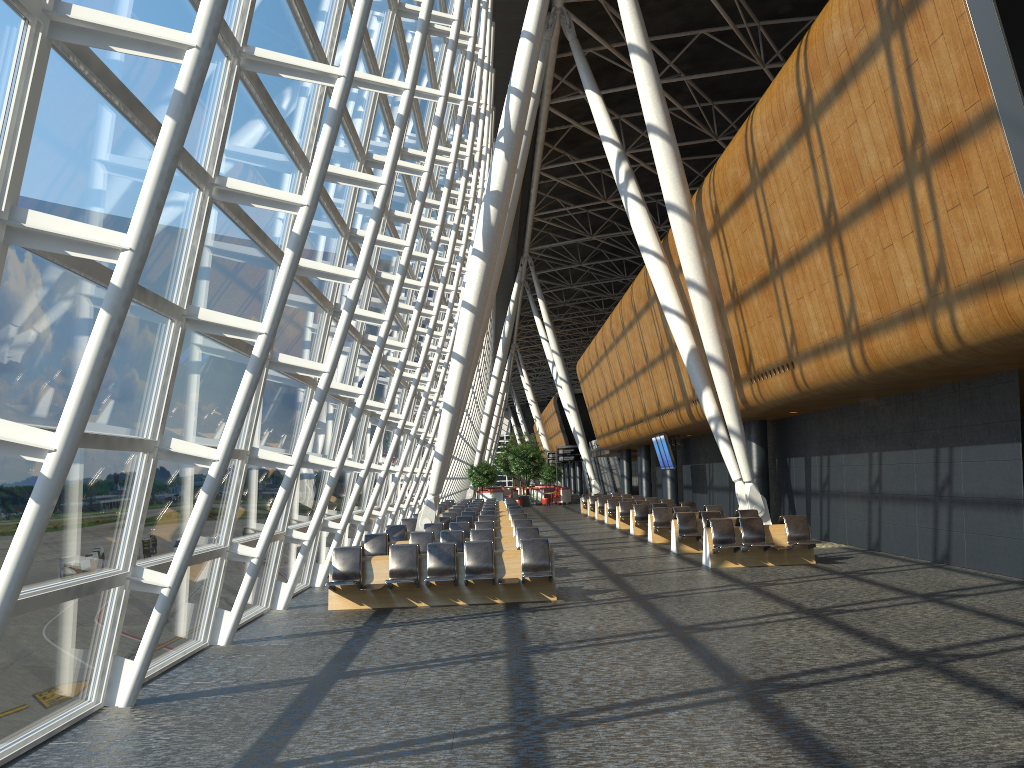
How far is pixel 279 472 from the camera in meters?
11.9 m

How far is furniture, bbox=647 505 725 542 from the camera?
21.61m

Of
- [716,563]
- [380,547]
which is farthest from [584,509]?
[380,547]

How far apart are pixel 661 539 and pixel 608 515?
8.9 meters

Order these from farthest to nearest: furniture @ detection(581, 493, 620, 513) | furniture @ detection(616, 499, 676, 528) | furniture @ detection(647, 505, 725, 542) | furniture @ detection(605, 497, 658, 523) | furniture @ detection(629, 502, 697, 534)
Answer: furniture @ detection(581, 493, 620, 513) → furniture @ detection(605, 497, 658, 523) → furniture @ detection(616, 499, 676, 528) → furniture @ detection(629, 502, 697, 534) → furniture @ detection(647, 505, 725, 542)

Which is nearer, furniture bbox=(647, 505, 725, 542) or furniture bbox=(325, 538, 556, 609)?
furniture bbox=(325, 538, 556, 609)

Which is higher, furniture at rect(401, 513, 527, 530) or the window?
the window

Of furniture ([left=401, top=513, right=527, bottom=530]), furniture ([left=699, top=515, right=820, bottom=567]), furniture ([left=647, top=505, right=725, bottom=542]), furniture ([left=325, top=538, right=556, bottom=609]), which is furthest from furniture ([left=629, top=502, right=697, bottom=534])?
furniture ([left=325, top=538, right=556, bottom=609])

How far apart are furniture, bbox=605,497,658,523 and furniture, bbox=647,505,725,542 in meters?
8.2

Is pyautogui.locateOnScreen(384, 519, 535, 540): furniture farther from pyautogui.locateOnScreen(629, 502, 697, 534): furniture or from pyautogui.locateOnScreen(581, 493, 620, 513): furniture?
pyautogui.locateOnScreen(581, 493, 620, 513): furniture
